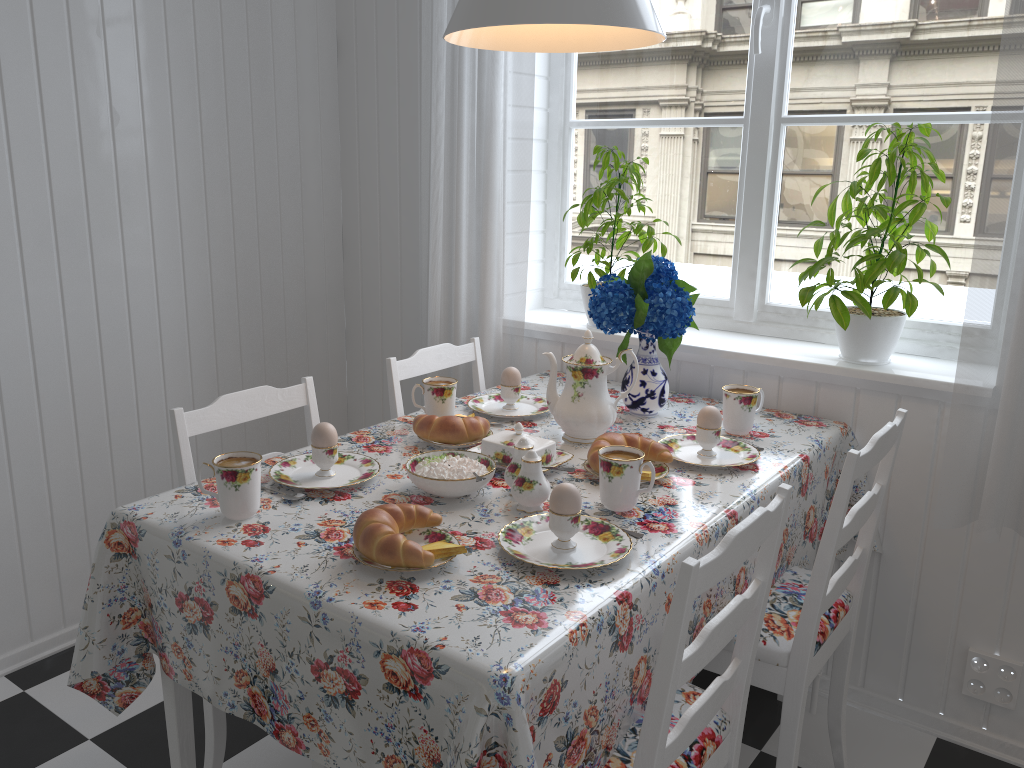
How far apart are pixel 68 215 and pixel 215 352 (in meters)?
0.57

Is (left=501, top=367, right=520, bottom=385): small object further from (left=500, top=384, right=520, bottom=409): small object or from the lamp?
the lamp

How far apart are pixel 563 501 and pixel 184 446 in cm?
74

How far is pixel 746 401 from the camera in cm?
187

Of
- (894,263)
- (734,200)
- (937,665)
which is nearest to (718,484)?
(894,263)

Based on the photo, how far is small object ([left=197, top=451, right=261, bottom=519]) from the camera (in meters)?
1.38

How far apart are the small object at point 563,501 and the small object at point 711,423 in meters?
0.5

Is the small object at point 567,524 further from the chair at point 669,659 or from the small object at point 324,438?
the small object at point 324,438

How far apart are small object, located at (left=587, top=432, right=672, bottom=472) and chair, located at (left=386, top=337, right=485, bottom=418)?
0.6 meters

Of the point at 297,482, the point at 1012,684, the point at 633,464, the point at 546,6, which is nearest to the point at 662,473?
the point at 633,464
